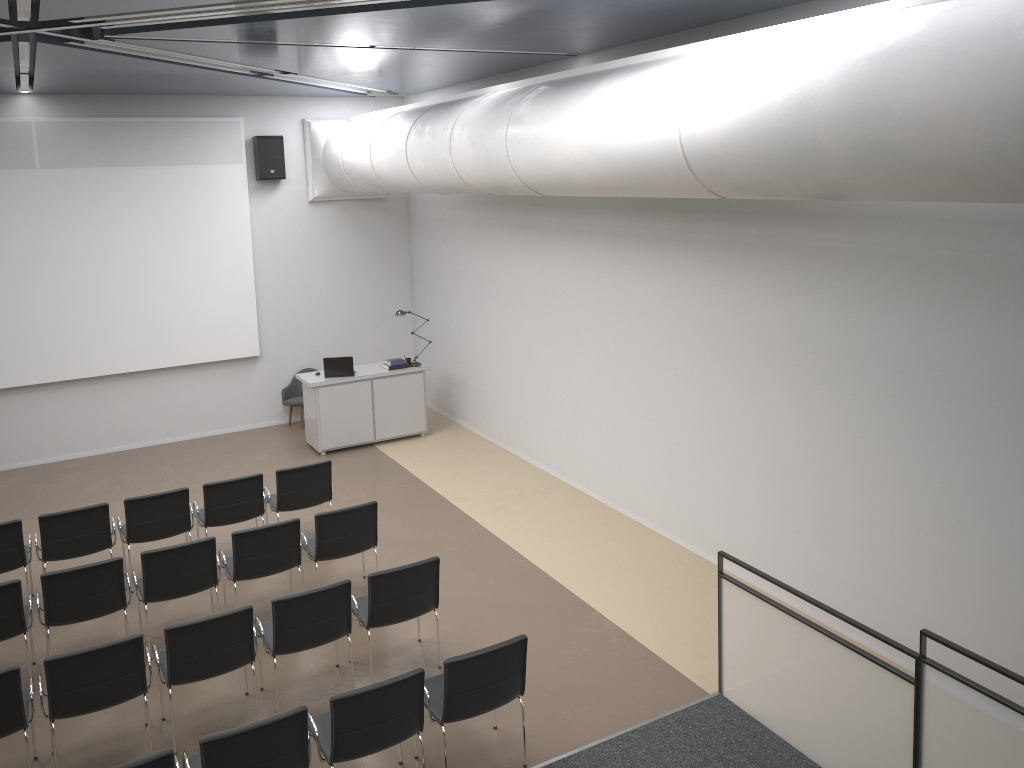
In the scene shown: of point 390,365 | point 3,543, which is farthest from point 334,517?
point 390,365

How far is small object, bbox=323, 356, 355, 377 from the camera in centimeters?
1175cm

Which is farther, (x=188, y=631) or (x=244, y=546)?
(x=244, y=546)

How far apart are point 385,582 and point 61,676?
2.14m

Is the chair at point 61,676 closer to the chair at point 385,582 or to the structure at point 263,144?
the chair at point 385,582

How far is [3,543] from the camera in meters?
7.5 m

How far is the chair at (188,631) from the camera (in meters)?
5.78

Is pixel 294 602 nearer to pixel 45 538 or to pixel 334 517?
pixel 334 517

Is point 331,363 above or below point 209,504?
above

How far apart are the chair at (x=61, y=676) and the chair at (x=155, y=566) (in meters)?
1.27
